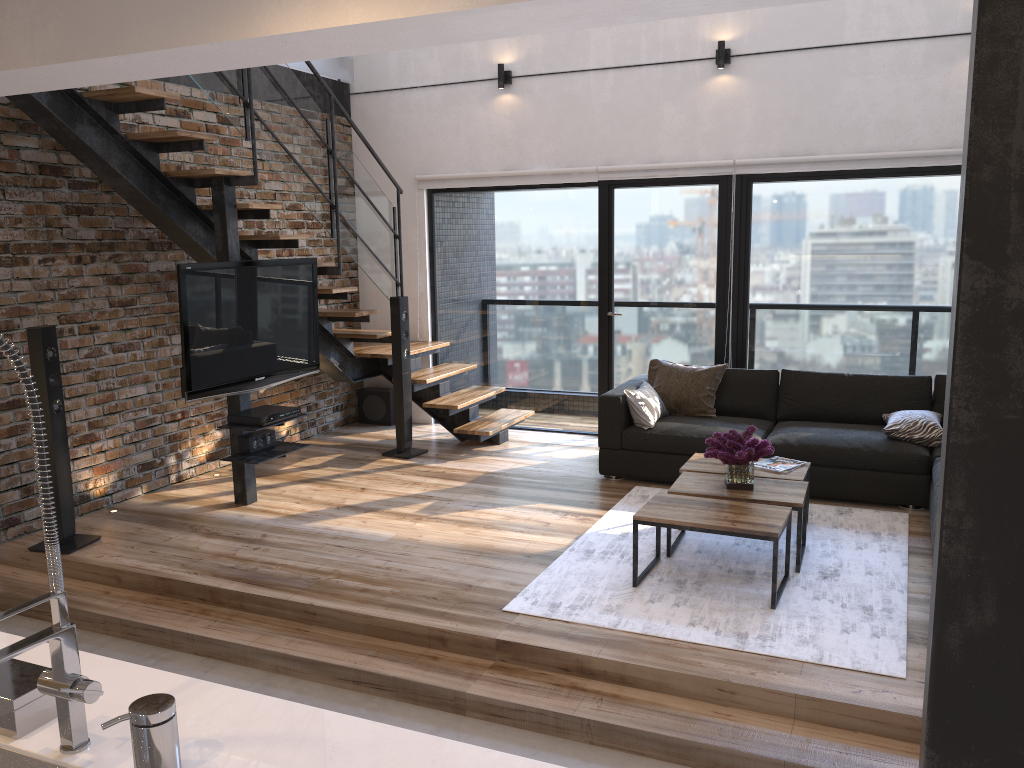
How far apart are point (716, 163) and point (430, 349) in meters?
2.7

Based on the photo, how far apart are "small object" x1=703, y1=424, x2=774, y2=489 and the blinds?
2.61m

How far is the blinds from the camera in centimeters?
599cm

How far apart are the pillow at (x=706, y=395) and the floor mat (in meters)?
0.77

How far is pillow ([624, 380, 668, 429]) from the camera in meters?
5.9 m

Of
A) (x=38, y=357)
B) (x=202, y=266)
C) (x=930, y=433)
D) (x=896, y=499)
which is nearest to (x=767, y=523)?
(x=896, y=499)

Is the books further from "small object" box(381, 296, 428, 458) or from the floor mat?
"small object" box(381, 296, 428, 458)

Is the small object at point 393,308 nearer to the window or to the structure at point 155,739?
the window

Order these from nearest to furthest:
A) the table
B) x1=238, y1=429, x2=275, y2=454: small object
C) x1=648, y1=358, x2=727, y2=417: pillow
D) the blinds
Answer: the table → x1=238, y1=429, x2=275, y2=454: small object → the blinds → x1=648, y1=358, x2=727, y2=417: pillow

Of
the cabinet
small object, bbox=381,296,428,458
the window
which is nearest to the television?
small object, bbox=381,296,428,458
